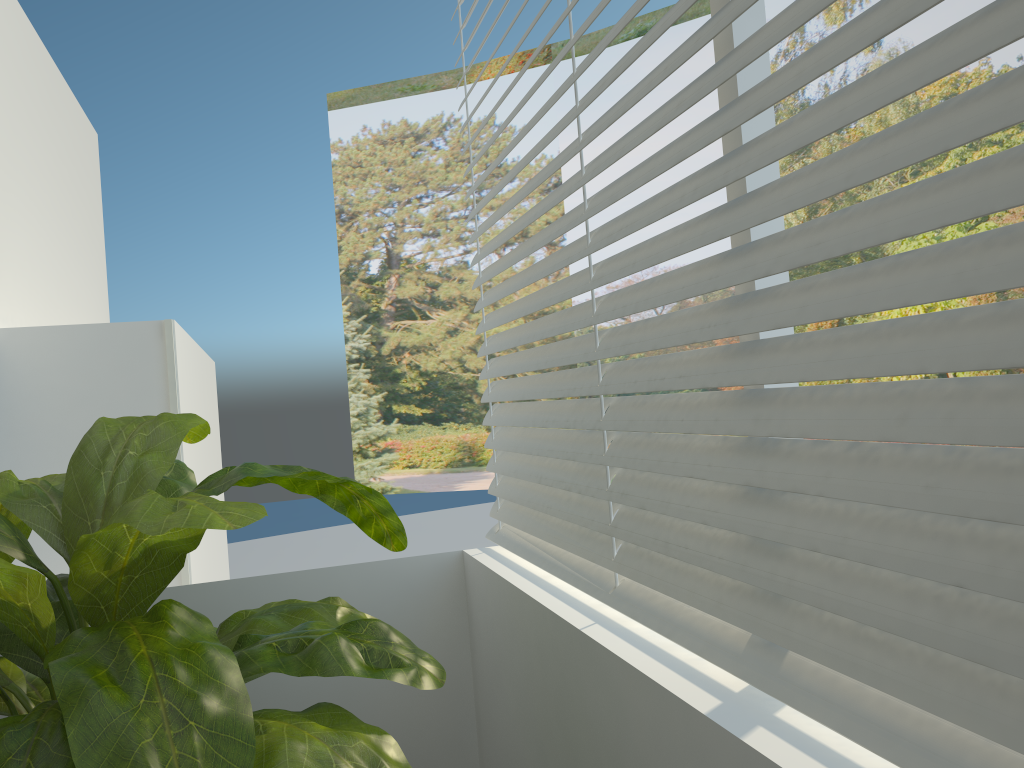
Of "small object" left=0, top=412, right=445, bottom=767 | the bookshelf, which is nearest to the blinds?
"small object" left=0, top=412, right=445, bottom=767

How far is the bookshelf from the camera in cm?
252

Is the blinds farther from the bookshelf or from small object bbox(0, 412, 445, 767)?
the bookshelf

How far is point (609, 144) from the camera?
13.29m

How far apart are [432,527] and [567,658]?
9.1m

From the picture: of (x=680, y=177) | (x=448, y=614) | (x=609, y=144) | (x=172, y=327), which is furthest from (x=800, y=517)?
(x=609, y=144)

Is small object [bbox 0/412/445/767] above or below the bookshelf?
below

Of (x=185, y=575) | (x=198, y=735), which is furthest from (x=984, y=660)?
(x=185, y=575)

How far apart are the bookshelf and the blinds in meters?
0.9

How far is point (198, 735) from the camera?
1.0m
